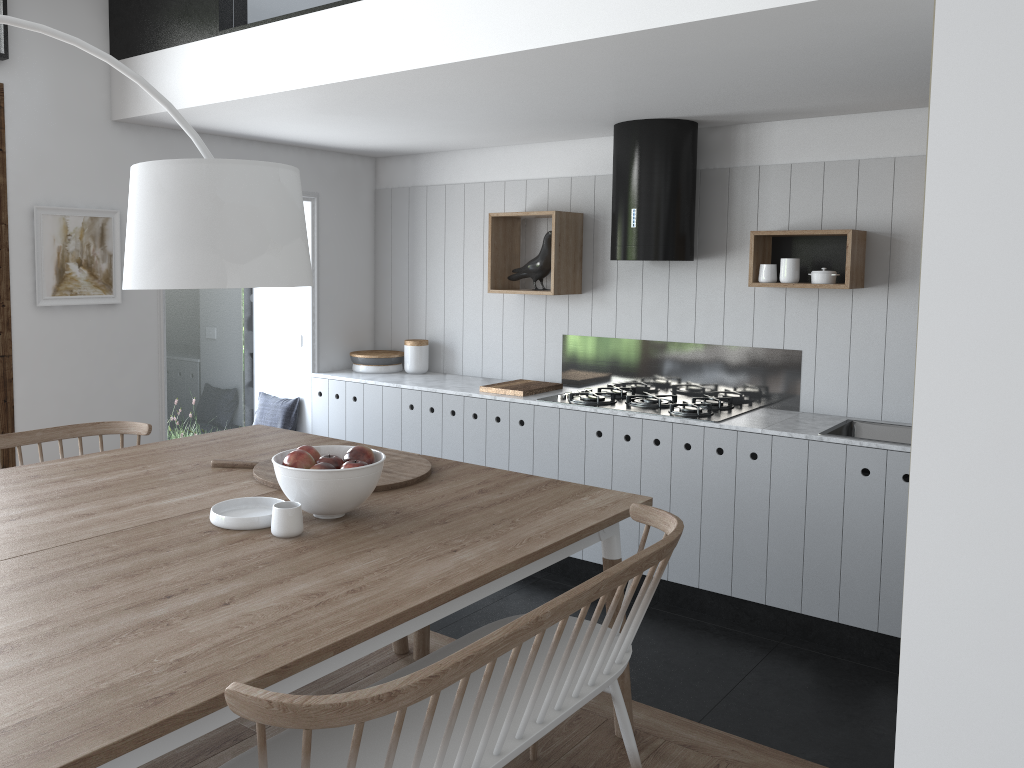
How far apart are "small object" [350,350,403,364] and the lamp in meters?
3.4

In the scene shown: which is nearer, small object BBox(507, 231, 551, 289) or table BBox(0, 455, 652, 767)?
table BBox(0, 455, 652, 767)

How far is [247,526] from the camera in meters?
2.3

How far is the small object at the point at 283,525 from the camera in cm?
225

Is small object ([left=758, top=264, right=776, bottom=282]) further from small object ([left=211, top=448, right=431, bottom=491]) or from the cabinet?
small object ([left=211, top=448, right=431, bottom=491])

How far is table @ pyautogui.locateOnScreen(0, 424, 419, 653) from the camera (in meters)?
2.32

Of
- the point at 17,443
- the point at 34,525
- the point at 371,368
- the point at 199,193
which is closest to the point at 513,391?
the point at 371,368

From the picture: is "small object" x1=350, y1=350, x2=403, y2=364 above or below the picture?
below

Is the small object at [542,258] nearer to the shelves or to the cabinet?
the shelves

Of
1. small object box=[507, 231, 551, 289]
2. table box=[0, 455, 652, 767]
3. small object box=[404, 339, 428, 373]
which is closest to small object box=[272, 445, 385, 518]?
table box=[0, 455, 652, 767]
